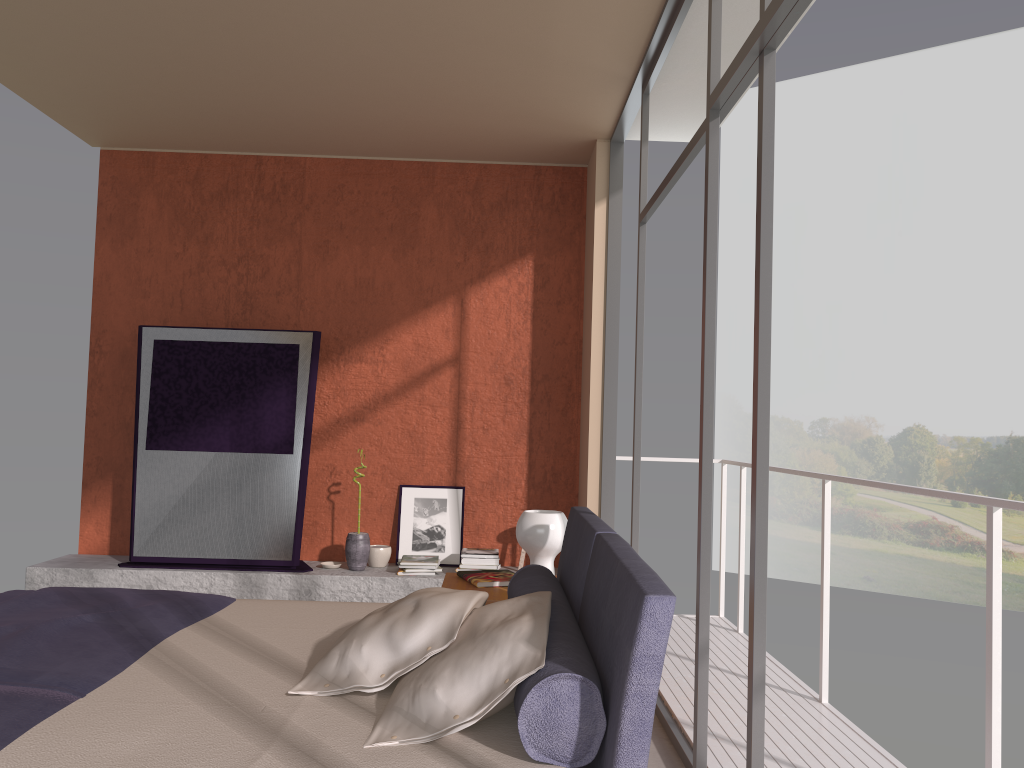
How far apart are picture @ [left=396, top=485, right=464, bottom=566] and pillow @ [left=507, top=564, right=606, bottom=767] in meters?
3.0

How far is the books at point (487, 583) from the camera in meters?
3.8

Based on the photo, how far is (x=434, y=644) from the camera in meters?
2.2

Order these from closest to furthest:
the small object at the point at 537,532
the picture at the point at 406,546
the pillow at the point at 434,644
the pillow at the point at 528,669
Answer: the pillow at the point at 528,669 → the pillow at the point at 434,644 → the small object at the point at 537,532 → the picture at the point at 406,546

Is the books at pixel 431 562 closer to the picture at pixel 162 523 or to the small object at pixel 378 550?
the small object at pixel 378 550

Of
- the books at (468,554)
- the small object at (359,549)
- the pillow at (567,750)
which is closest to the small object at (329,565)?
the small object at (359,549)

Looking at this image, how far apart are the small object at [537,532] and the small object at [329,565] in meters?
2.6 m

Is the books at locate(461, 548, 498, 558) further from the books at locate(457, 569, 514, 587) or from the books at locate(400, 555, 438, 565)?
the books at locate(457, 569, 514, 587)

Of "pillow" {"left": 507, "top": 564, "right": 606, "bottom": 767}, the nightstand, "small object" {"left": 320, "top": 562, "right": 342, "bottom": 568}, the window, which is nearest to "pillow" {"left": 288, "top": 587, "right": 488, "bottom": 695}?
"pillow" {"left": 507, "top": 564, "right": 606, "bottom": 767}

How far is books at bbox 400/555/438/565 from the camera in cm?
576
